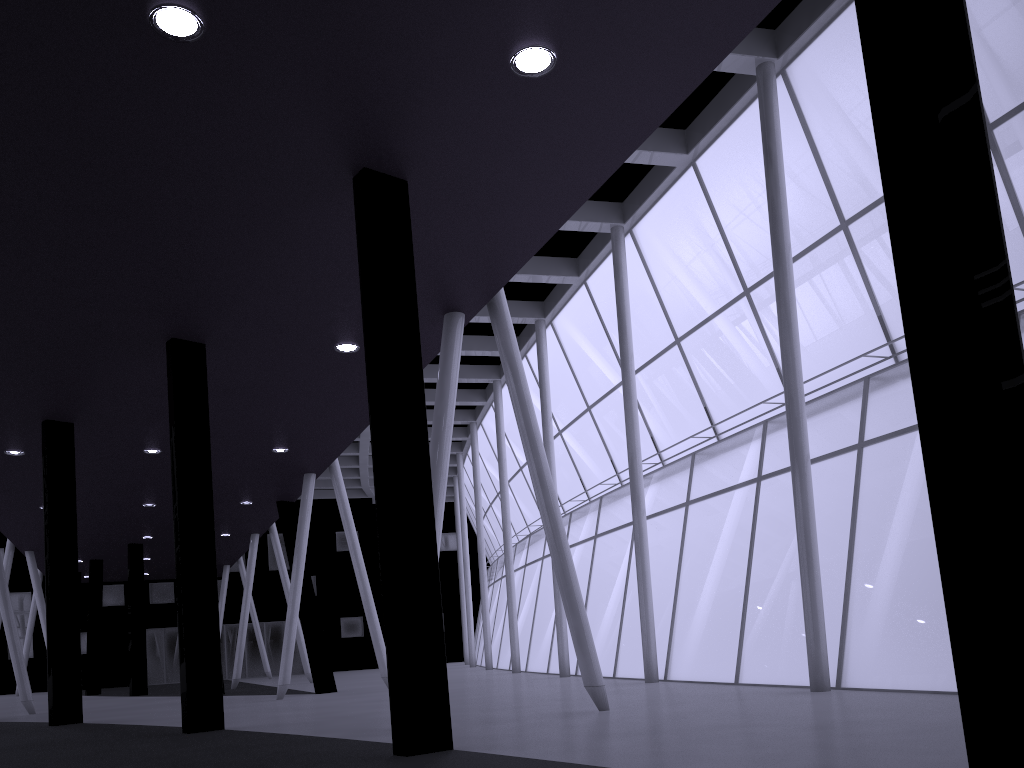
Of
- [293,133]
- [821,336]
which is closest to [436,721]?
[293,133]

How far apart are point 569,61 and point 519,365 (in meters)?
7.89
